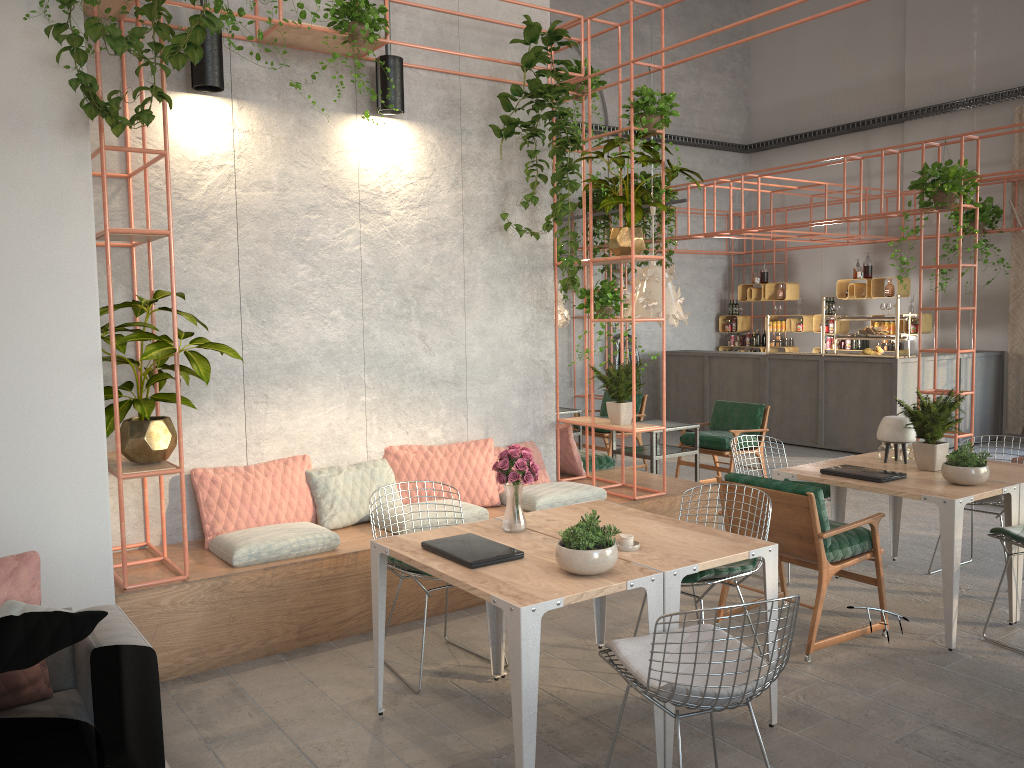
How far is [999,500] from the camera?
5.8m

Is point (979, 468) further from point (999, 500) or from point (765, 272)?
point (765, 272)

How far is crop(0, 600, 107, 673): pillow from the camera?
2.8m

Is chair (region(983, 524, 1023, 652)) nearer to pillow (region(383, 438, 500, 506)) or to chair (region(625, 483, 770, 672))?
chair (region(625, 483, 770, 672))

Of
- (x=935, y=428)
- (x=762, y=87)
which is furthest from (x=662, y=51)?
(x=762, y=87)

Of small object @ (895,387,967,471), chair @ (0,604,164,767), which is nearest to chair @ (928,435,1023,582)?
small object @ (895,387,967,471)

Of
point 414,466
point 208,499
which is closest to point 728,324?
point 414,466

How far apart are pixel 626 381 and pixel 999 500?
2.57m

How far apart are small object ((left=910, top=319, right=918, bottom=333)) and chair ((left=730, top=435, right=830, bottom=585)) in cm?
736

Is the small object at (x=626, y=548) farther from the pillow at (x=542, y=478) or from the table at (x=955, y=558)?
the pillow at (x=542, y=478)
